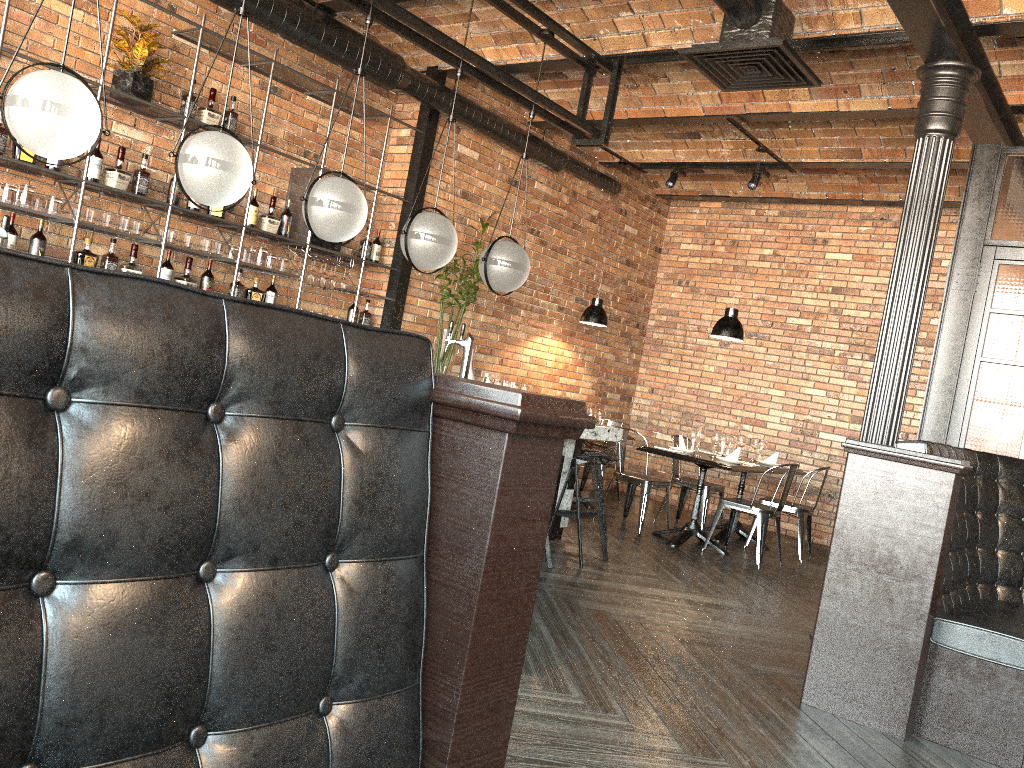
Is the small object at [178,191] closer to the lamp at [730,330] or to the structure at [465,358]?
the structure at [465,358]

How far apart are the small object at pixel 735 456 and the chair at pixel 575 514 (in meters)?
1.75

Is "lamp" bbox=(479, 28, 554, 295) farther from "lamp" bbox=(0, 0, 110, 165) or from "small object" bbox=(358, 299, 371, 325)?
"lamp" bbox=(0, 0, 110, 165)

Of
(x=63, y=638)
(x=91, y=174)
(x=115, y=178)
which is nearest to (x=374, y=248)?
(x=115, y=178)

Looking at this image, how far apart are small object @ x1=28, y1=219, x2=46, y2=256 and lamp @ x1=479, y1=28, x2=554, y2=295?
2.6m

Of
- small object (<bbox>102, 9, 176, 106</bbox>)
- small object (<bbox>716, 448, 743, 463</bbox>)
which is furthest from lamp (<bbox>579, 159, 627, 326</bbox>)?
small object (<bbox>102, 9, 176, 106</bbox>)

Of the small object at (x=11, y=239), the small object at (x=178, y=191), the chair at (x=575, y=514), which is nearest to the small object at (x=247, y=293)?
the small object at (x=178, y=191)

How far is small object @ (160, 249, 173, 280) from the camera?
5.9m

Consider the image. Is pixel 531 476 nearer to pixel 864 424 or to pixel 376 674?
pixel 376 674

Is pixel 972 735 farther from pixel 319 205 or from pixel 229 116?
pixel 229 116
